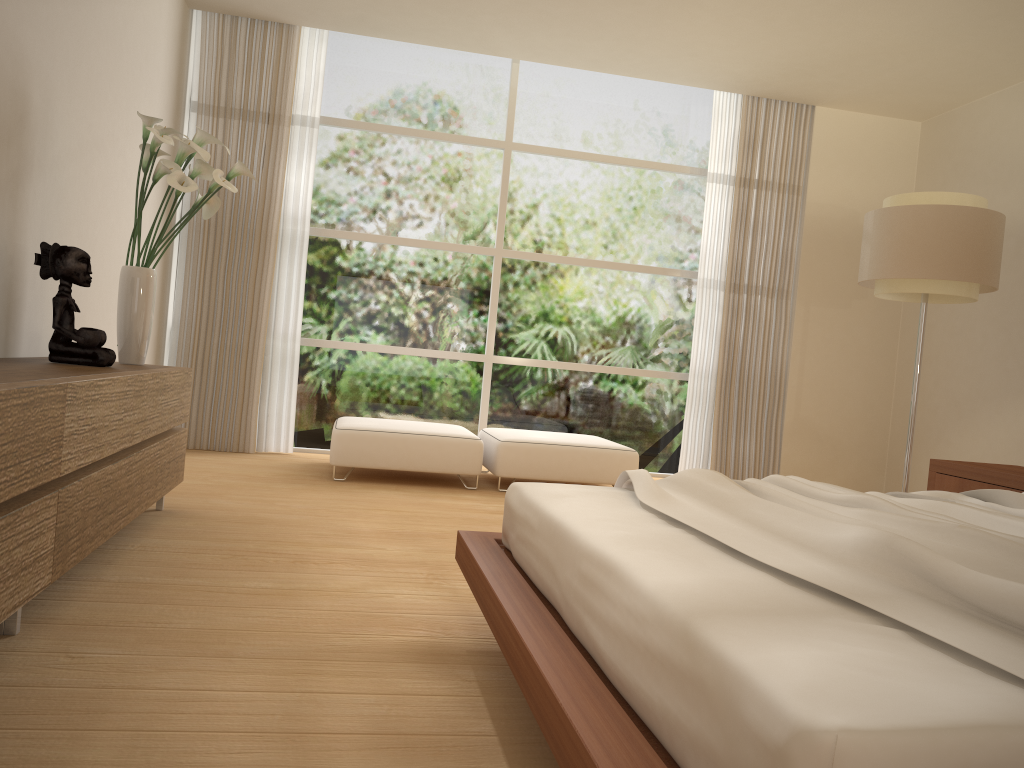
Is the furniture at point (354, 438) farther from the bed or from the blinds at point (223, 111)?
the bed

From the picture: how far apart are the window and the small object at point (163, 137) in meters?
2.5 m

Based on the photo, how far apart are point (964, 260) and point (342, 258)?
4.3m

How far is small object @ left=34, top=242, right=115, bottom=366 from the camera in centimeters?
329cm

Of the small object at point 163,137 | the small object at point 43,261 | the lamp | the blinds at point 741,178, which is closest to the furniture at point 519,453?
the blinds at point 741,178

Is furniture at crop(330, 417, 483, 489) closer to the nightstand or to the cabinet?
the cabinet

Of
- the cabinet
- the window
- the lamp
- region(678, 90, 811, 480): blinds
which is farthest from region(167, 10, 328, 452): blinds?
the lamp

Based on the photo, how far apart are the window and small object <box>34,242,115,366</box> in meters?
3.3

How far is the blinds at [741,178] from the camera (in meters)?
7.05

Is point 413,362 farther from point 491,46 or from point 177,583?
point 177,583
